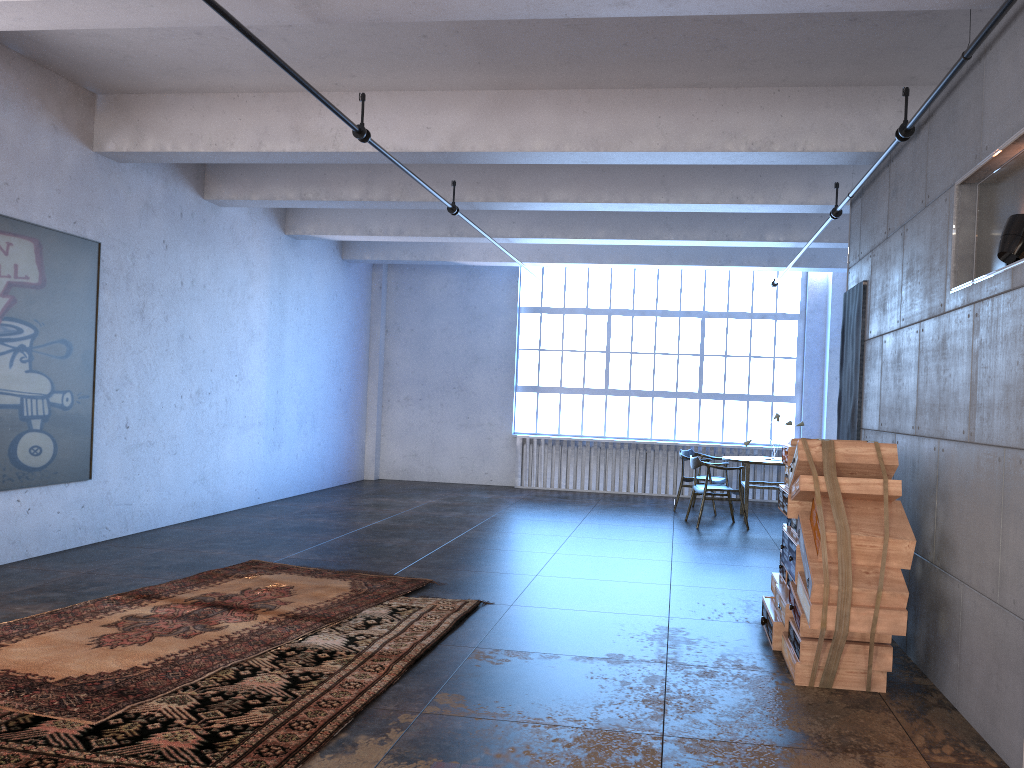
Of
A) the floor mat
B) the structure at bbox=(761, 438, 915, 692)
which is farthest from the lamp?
the floor mat

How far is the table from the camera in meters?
11.2 m

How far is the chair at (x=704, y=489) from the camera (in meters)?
10.52

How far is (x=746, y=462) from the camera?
11.2 meters

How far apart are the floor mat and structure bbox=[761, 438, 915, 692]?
2.50m

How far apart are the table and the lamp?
7.3 meters

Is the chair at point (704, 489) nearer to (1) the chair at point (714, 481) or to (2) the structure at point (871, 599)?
(1) the chair at point (714, 481)

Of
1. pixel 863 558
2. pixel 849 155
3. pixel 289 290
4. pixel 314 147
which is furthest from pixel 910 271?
pixel 289 290

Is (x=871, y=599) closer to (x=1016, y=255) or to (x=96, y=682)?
(x=1016, y=255)

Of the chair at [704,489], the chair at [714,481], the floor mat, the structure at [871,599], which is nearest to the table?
the chair at [714,481]
